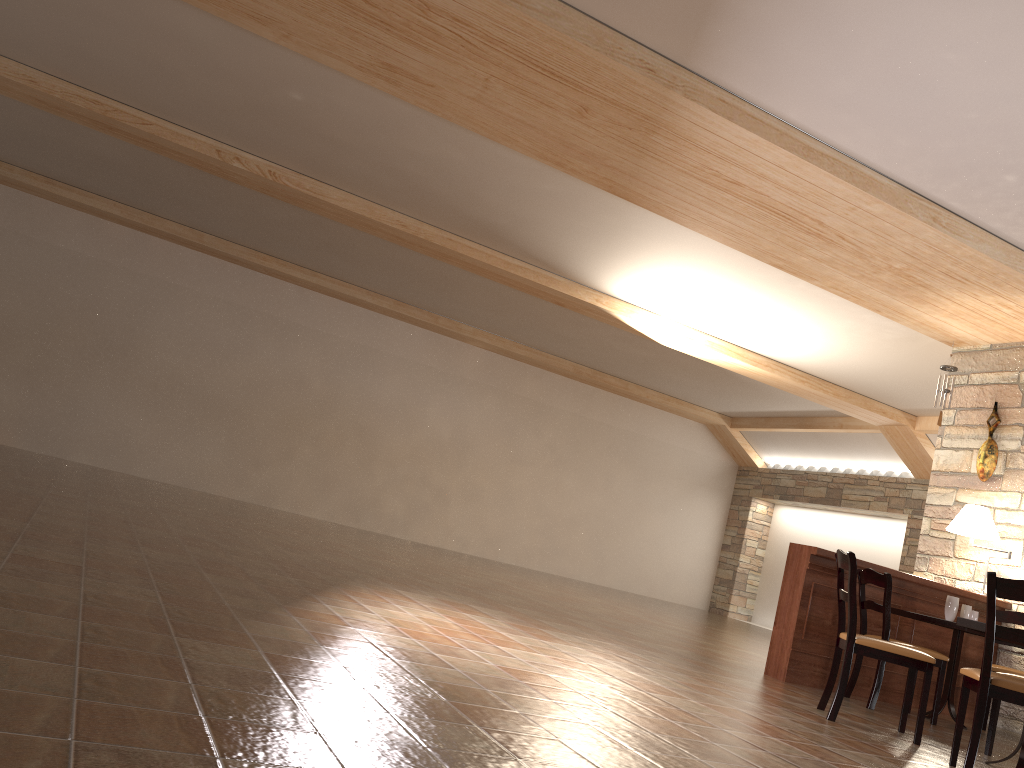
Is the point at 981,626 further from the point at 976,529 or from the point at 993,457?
the point at 993,457

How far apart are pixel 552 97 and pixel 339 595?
3.1 meters

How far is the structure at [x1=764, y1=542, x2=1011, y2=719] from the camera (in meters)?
5.94

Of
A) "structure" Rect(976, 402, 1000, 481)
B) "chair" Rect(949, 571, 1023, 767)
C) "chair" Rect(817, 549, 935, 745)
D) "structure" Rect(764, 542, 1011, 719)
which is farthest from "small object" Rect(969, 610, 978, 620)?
"chair" Rect(949, 571, 1023, 767)

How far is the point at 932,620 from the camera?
5.8 meters

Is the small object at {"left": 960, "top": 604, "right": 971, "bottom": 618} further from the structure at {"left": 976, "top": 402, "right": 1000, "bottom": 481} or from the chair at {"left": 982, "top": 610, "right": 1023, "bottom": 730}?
the structure at {"left": 976, "top": 402, "right": 1000, "bottom": 481}

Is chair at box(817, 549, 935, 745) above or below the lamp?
below

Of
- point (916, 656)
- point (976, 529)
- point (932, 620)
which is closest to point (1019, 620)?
point (976, 529)

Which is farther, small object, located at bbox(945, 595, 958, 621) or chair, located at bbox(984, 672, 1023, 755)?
small object, located at bbox(945, 595, 958, 621)

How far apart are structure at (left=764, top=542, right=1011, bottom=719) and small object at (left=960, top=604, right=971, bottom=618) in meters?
0.3
